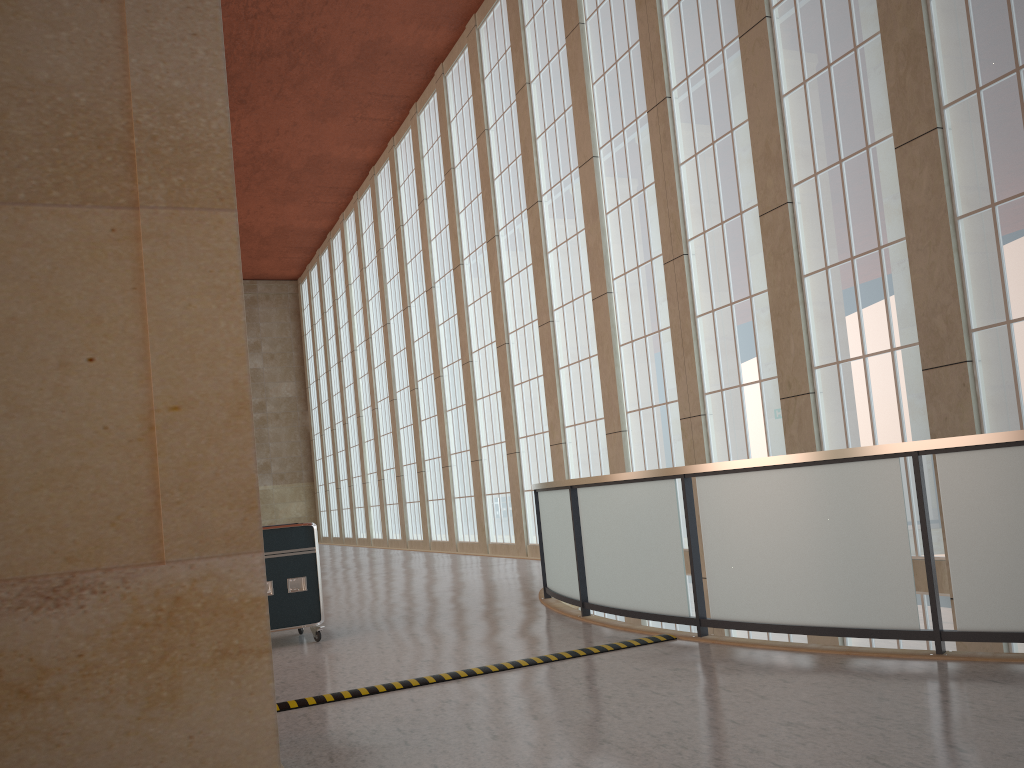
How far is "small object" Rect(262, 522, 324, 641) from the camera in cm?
1107

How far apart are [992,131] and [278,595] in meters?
11.7

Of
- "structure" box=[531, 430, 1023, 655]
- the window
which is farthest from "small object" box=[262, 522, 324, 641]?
the window

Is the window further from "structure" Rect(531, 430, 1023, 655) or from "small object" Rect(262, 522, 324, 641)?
"small object" Rect(262, 522, 324, 641)

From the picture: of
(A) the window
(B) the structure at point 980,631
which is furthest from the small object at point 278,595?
(A) the window

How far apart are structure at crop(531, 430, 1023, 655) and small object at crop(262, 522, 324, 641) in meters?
3.2

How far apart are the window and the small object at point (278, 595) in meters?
9.3

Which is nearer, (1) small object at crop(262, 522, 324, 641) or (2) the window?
(1) small object at crop(262, 522, 324, 641)

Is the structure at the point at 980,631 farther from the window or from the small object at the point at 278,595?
the window

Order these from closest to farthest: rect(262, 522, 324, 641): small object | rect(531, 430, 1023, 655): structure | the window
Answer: rect(531, 430, 1023, 655): structure → rect(262, 522, 324, 641): small object → the window
